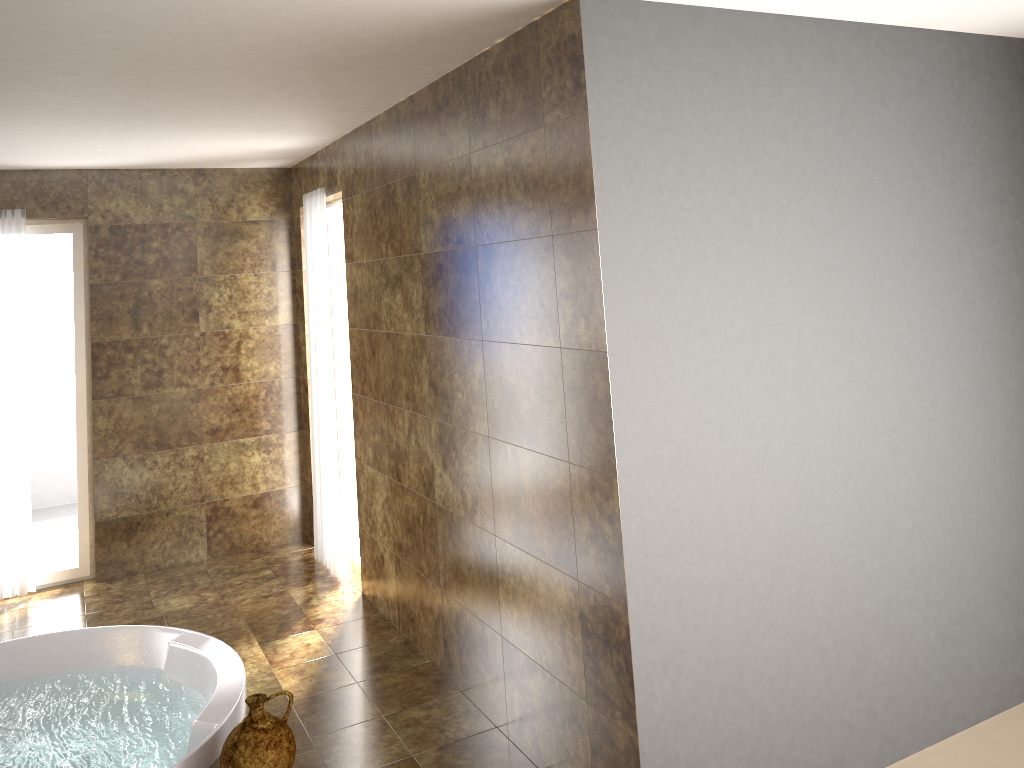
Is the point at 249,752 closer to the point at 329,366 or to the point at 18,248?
the point at 329,366

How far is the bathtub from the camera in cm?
331

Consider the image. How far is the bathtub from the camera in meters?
3.3 m

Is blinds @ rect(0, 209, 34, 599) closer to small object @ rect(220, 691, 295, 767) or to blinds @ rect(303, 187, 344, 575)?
blinds @ rect(303, 187, 344, 575)

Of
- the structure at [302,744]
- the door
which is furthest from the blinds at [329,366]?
the structure at [302,744]

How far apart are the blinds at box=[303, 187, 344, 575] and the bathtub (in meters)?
1.28

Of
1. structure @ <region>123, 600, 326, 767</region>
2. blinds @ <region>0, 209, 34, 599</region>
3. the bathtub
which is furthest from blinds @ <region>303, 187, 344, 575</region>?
blinds @ <region>0, 209, 34, 599</region>

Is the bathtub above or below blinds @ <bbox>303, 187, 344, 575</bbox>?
below

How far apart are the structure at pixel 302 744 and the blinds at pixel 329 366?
0.8m

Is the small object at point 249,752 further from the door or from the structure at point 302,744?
the door
